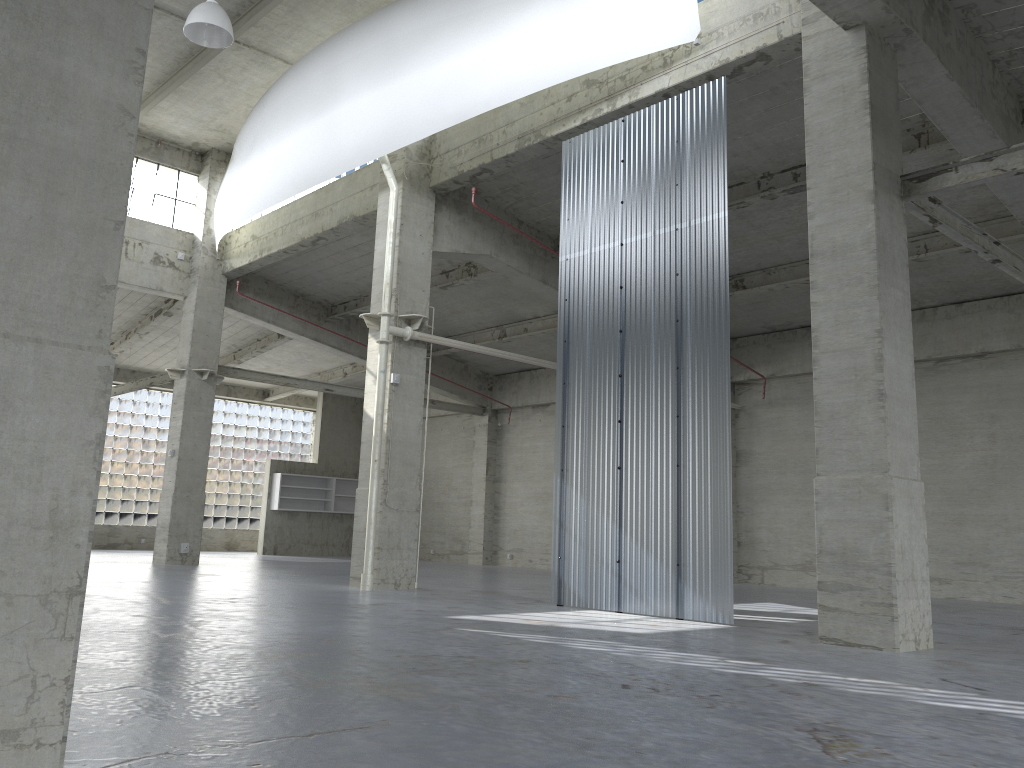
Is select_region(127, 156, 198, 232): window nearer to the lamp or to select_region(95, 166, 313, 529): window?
the lamp

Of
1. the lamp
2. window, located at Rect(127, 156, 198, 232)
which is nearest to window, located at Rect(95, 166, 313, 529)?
window, located at Rect(127, 156, 198, 232)

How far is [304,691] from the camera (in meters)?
7.70

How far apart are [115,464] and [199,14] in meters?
30.9 m

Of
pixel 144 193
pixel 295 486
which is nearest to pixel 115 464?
pixel 295 486

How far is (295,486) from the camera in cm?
4473

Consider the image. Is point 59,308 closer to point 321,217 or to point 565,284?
point 565,284

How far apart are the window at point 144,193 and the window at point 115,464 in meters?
15.7 m

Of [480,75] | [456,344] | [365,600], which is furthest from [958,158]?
[365,600]

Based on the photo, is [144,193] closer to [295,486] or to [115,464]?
[295,486]
